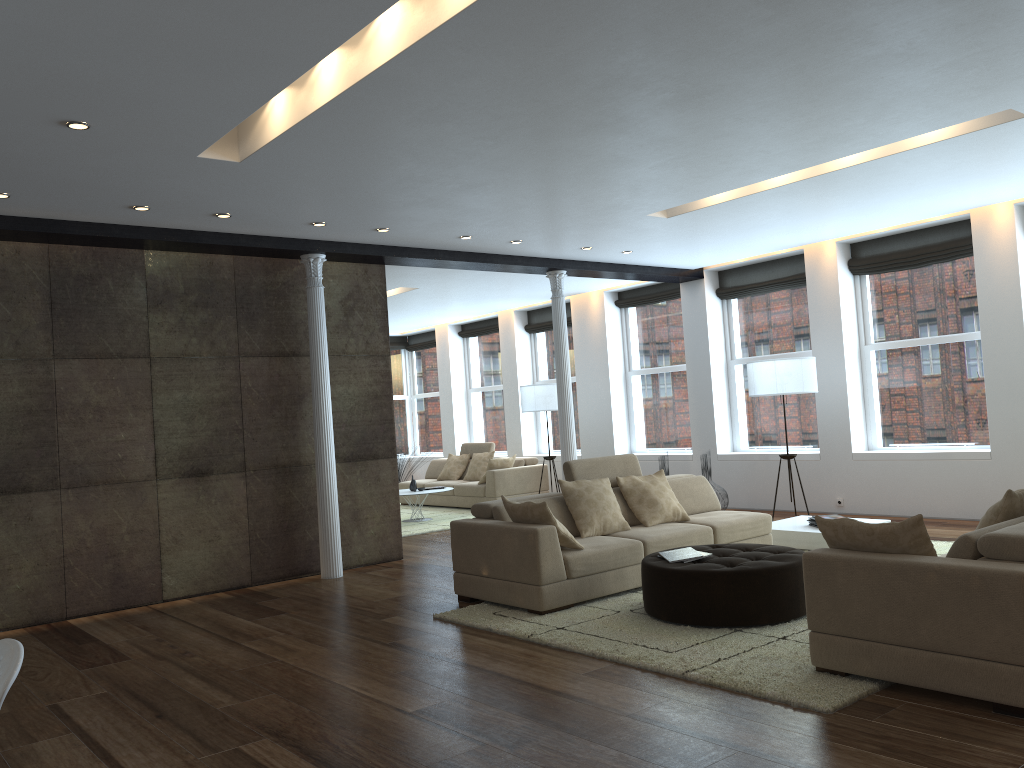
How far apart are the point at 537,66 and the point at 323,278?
A: 4.5m

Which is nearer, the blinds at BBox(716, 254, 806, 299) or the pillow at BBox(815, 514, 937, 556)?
the pillow at BBox(815, 514, 937, 556)

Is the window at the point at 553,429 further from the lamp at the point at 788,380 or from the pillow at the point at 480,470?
the lamp at the point at 788,380

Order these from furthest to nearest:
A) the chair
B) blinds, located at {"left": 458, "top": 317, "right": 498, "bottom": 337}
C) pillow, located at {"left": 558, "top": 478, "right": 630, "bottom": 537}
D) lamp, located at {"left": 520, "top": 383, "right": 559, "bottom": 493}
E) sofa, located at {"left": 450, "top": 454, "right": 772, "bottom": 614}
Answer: blinds, located at {"left": 458, "top": 317, "right": 498, "bottom": 337}, lamp, located at {"left": 520, "top": 383, "right": 559, "bottom": 493}, pillow, located at {"left": 558, "top": 478, "right": 630, "bottom": 537}, sofa, located at {"left": 450, "top": 454, "right": 772, "bottom": 614}, the chair

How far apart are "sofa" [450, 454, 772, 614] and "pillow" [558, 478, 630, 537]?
0.1m

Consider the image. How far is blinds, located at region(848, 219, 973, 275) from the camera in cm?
899

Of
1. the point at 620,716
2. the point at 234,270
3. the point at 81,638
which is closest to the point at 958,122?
the point at 620,716

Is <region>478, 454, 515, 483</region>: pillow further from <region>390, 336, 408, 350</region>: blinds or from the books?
the books

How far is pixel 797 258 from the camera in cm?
1046

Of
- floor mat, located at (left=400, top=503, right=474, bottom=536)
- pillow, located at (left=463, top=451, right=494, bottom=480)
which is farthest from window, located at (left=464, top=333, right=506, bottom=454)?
floor mat, located at (left=400, top=503, right=474, bottom=536)
